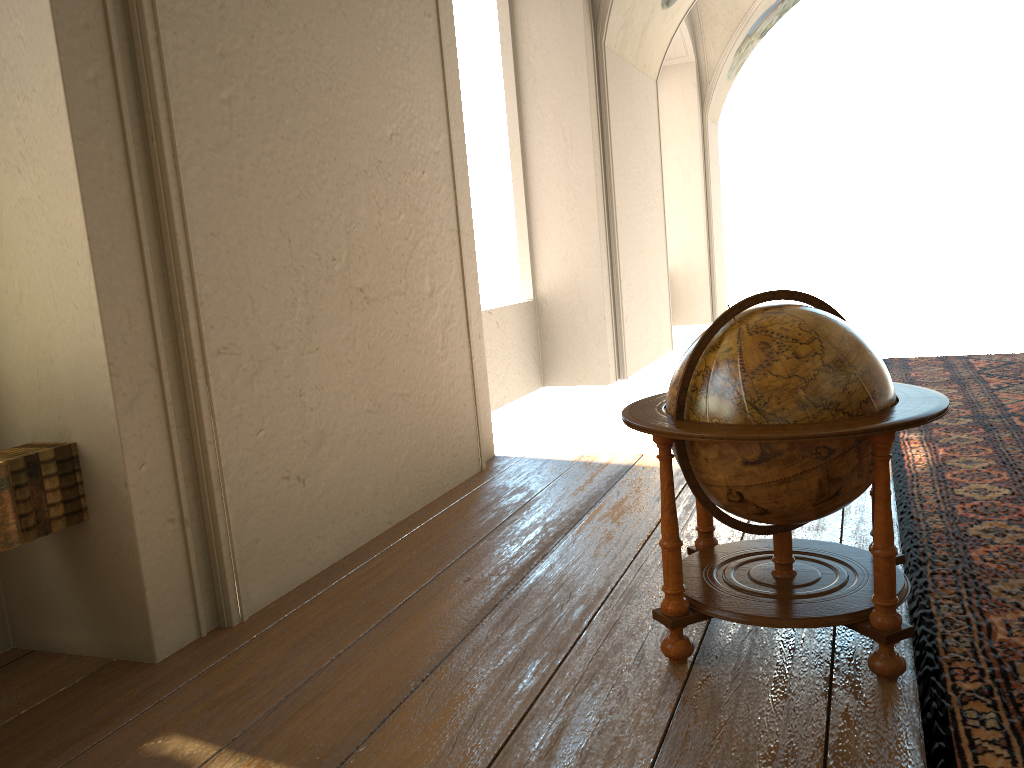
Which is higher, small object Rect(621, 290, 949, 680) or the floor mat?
small object Rect(621, 290, 949, 680)

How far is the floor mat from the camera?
2.92m

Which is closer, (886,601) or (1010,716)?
(1010,716)

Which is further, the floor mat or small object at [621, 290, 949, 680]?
small object at [621, 290, 949, 680]

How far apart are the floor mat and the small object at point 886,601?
0.1 meters

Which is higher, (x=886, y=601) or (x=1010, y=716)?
(x=886, y=601)

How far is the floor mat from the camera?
2.9 meters

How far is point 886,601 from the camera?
3.21m

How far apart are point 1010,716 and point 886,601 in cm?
51

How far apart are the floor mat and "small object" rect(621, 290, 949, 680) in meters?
0.1 m
